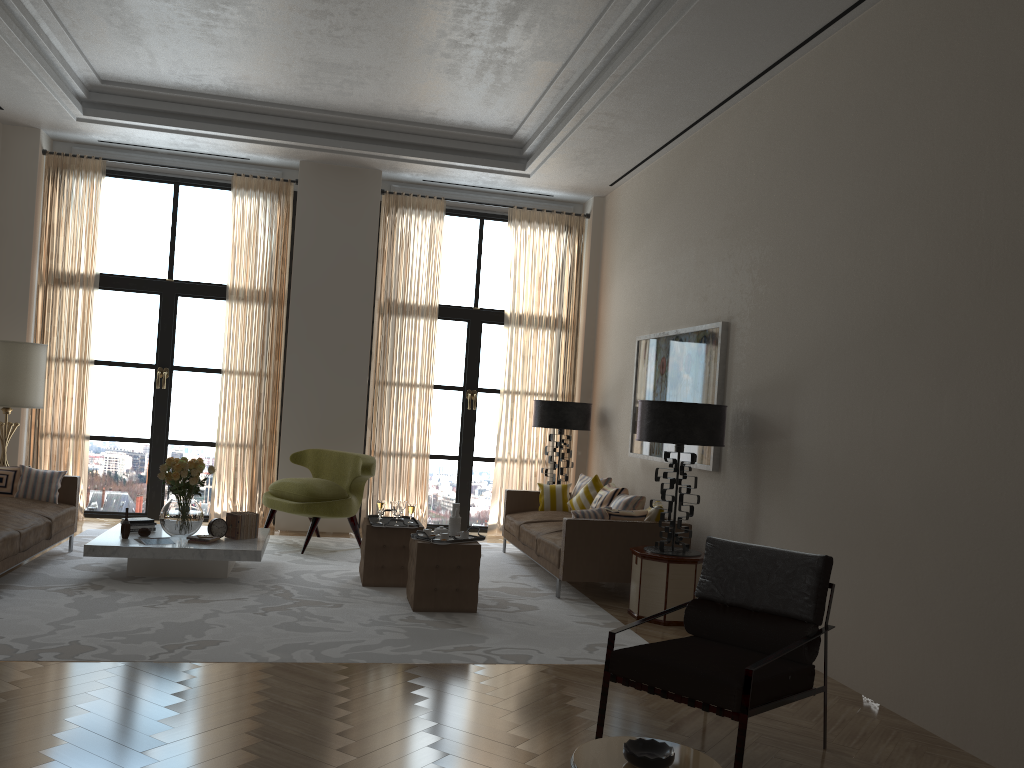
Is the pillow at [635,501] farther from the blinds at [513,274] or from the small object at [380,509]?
the blinds at [513,274]

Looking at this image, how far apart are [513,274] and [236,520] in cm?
568

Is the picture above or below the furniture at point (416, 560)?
above

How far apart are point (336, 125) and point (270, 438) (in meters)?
4.29

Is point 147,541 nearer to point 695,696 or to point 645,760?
point 695,696

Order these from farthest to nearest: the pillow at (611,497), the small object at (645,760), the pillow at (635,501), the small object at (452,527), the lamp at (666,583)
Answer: the pillow at (611,497) < the pillow at (635,501) < the small object at (452,527) < the lamp at (666,583) < the small object at (645,760)

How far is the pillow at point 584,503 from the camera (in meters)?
10.90

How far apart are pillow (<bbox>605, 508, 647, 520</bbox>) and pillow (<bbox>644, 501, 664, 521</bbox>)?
0.07m

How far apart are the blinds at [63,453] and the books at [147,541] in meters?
3.9 m

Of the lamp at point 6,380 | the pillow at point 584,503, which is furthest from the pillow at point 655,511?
the lamp at point 6,380
